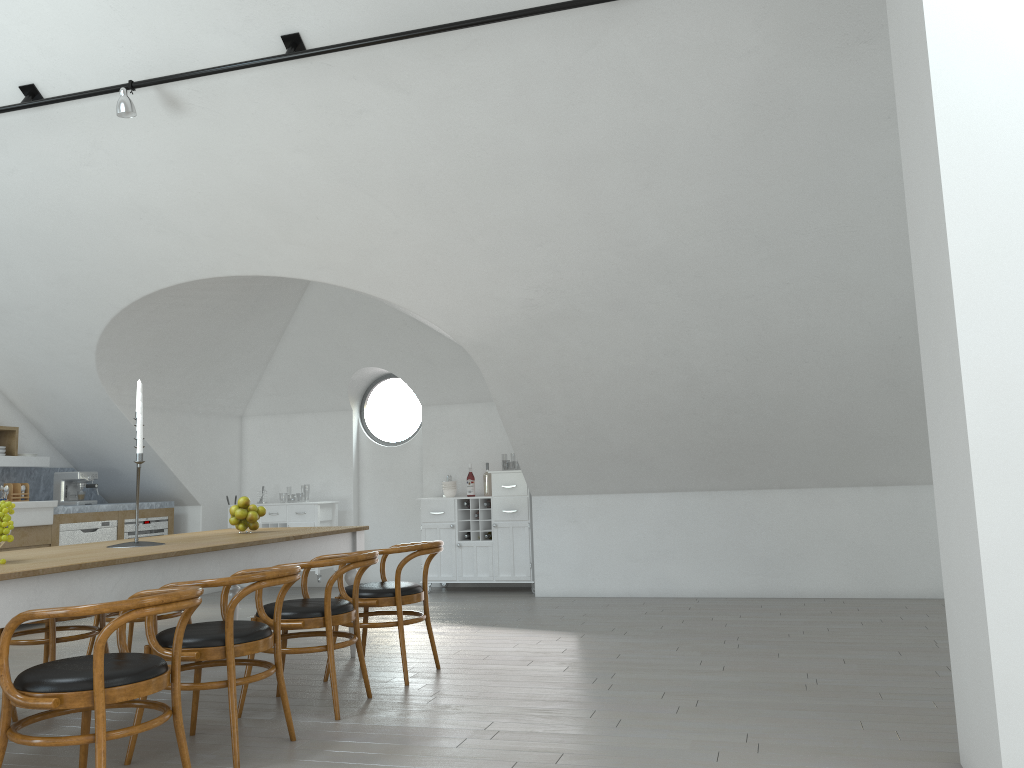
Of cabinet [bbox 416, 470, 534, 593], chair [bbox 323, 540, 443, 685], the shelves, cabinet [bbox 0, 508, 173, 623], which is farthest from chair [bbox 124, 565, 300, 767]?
the shelves

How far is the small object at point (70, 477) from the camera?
8.4m

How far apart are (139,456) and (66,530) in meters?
4.3 m

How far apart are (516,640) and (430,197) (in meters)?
3.01

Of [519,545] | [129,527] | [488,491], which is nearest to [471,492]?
[488,491]

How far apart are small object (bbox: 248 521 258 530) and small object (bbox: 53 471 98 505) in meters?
4.0 m

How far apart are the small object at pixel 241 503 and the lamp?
2.4m

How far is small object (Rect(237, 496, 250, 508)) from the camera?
5.2 meters

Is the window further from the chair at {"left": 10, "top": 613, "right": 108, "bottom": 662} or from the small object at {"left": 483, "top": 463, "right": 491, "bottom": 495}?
the chair at {"left": 10, "top": 613, "right": 108, "bottom": 662}

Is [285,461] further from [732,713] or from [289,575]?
[732,713]
